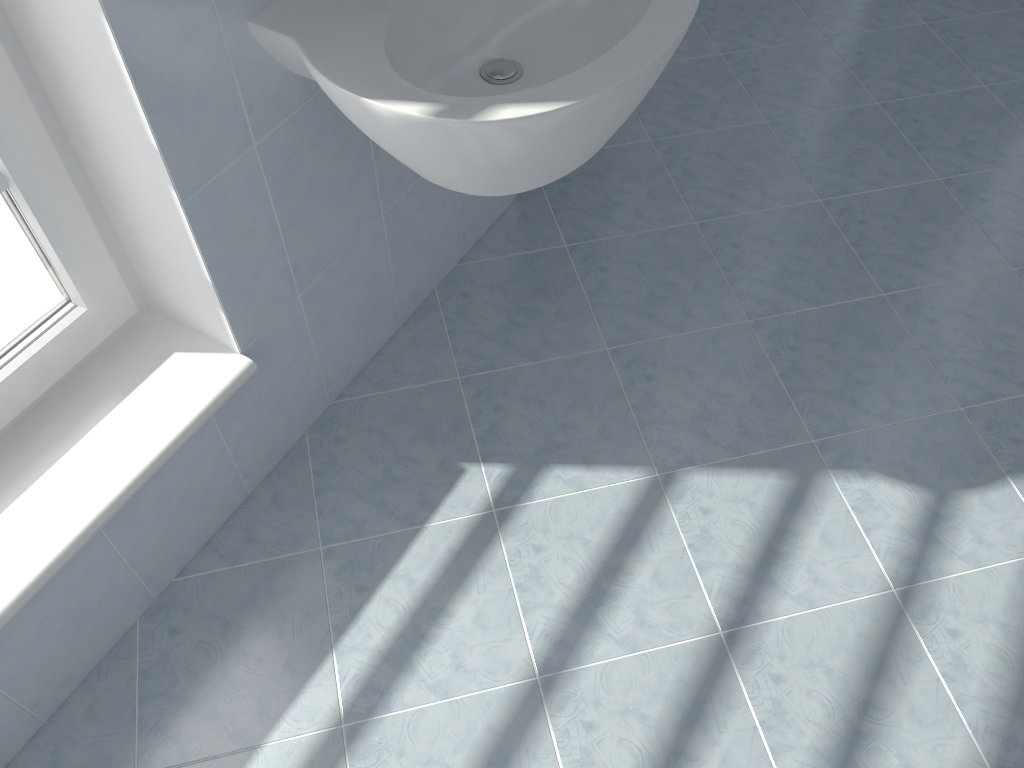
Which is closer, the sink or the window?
the sink

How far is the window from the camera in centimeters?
121cm

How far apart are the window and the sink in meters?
0.3

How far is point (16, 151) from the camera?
1.2m

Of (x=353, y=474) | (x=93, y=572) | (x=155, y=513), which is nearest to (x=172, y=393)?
(x=155, y=513)

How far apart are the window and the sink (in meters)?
0.30

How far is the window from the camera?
1.21m

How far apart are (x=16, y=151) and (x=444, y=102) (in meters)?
0.60

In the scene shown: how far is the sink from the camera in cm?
111
